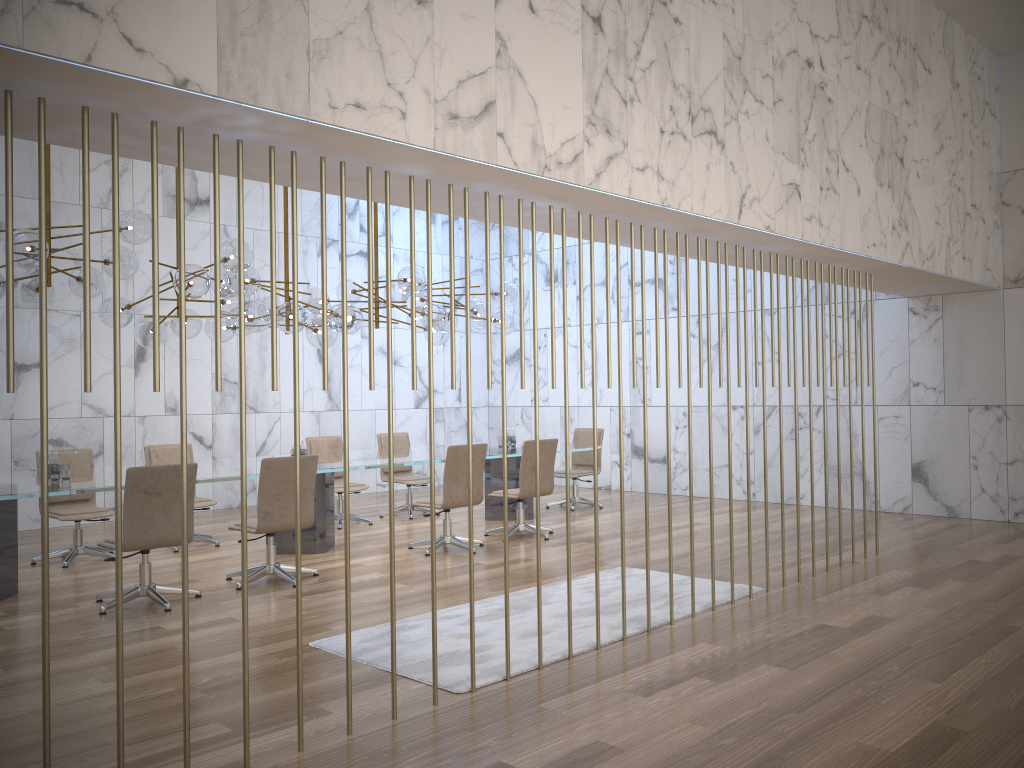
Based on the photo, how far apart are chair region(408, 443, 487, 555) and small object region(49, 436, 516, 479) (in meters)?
2.11

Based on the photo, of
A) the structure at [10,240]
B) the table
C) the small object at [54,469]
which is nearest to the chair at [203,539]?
the table

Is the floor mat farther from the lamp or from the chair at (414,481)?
the chair at (414,481)

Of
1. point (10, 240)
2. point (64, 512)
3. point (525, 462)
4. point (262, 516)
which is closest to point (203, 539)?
point (64, 512)

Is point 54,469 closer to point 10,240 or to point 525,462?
point 525,462

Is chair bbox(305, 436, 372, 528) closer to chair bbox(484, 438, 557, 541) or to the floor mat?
chair bbox(484, 438, 557, 541)

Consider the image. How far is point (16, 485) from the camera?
6.4m

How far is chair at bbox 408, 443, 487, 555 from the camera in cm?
801

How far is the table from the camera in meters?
6.4

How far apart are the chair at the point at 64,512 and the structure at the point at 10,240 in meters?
5.1
